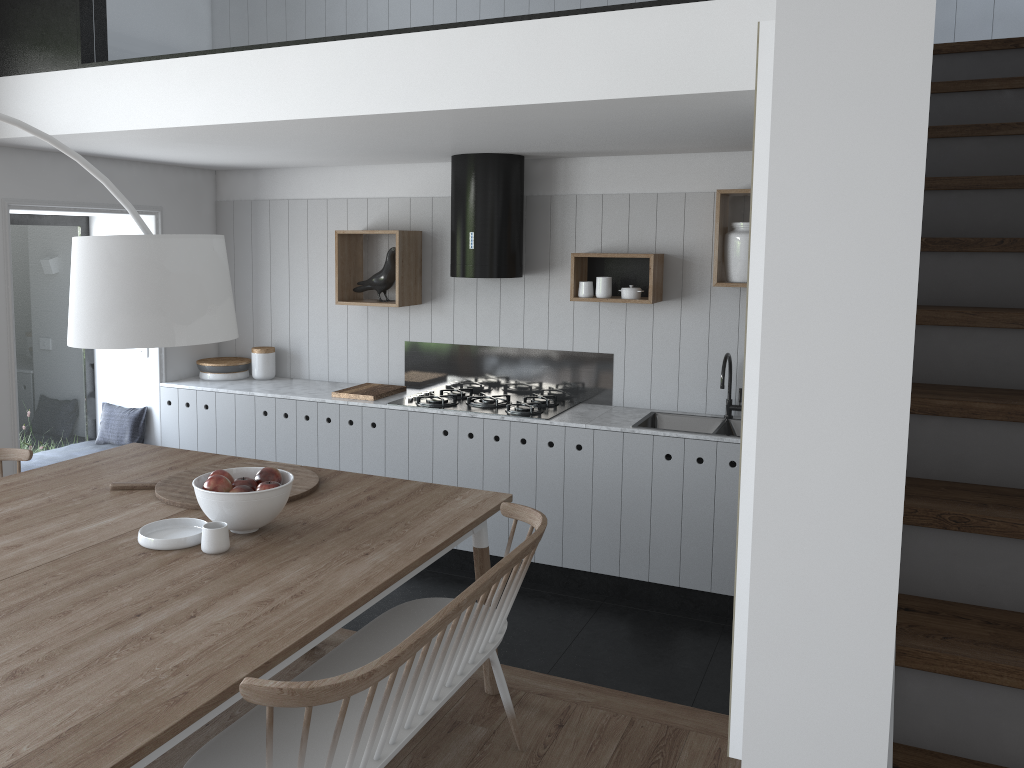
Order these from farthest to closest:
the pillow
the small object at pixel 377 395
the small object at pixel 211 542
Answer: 1. the pillow
2. the small object at pixel 377 395
3. the small object at pixel 211 542

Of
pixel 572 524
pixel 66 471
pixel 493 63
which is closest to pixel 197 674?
pixel 66 471

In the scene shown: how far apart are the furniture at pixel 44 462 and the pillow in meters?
0.0

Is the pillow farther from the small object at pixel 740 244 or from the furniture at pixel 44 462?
the small object at pixel 740 244

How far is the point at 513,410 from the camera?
4.81m

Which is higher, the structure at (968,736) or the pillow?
the structure at (968,736)

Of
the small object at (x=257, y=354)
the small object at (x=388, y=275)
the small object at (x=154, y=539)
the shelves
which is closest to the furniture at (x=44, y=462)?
the small object at (x=257, y=354)

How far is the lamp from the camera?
2.2 meters

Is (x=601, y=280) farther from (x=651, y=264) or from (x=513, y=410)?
(x=513, y=410)

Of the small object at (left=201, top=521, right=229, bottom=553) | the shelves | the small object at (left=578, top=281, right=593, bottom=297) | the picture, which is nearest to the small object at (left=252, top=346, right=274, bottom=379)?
the shelves
